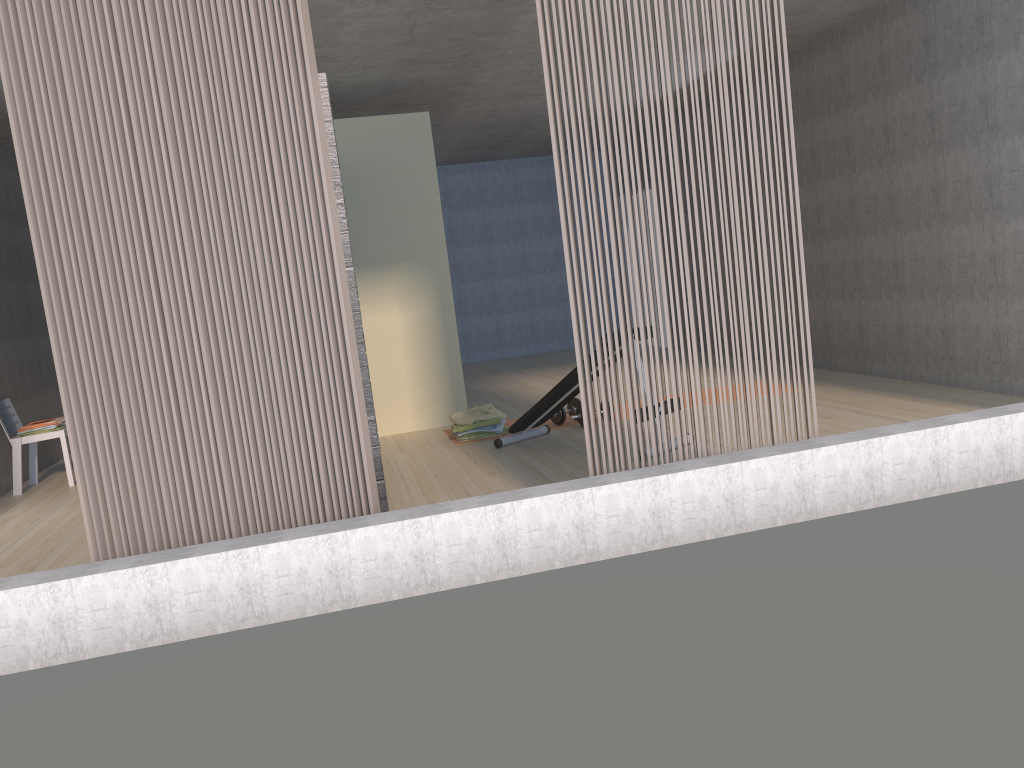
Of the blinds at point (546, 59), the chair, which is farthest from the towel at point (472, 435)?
the chair

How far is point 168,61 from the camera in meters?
3.3

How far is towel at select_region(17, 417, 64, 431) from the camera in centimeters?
659cm

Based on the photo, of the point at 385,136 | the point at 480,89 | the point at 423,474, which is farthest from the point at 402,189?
the point at 423,474

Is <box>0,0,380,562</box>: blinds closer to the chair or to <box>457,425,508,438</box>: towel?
<box>457,425,508,438</box>: towel

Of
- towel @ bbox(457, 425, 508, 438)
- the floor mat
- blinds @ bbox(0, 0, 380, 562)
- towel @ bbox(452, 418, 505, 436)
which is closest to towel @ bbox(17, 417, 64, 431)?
the floor mat

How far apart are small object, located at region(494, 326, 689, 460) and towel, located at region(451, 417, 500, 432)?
0.32m

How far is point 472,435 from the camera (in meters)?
6.47

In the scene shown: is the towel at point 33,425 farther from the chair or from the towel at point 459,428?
the towel at point 459,428

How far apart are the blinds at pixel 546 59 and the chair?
4.6m
